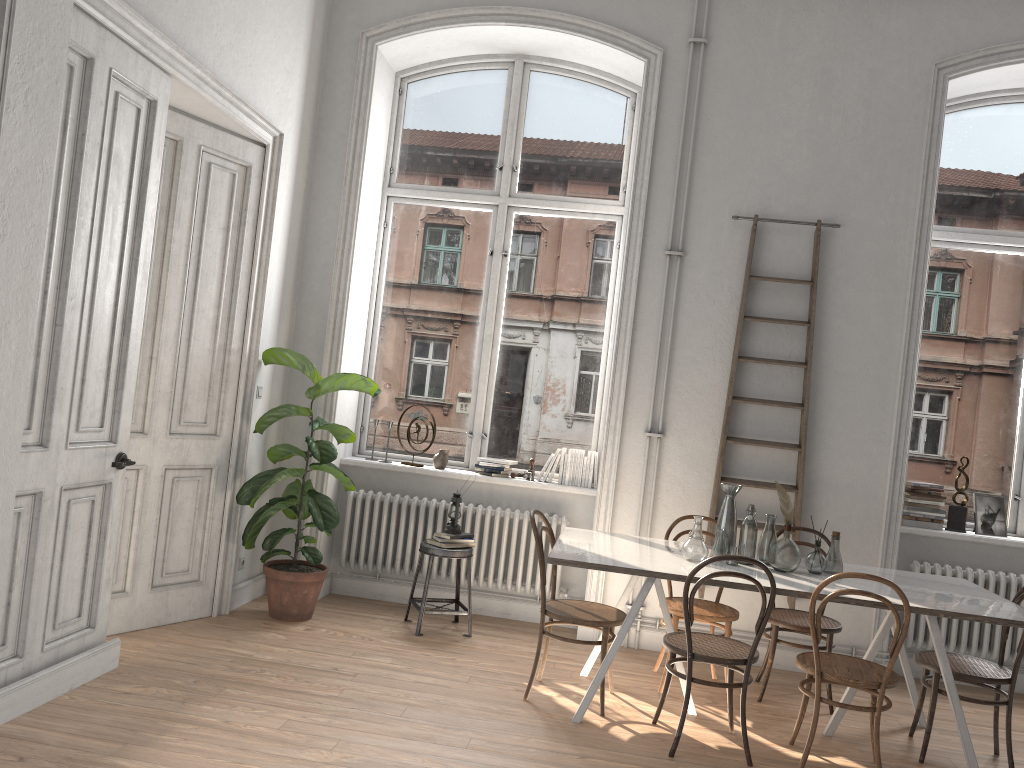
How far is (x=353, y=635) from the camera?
5.18m

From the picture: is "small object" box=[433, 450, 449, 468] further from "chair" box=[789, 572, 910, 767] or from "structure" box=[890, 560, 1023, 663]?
"structure" box=[890, 560, 1023, 663]

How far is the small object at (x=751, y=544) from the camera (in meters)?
4.45

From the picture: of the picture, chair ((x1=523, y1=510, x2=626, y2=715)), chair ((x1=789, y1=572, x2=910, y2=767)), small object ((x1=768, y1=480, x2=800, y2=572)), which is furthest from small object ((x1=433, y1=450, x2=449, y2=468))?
the picture

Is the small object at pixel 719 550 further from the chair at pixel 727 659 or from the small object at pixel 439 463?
the small object at pixel 439 463

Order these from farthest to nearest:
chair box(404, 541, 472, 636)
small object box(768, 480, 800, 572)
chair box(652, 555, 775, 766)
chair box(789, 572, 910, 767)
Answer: chair box(404, 541, 472, 636) → small object box(768, 480, 800, 572) → chair box(652, 555, 775, 766) → chair box(789, 572, 910, 767)

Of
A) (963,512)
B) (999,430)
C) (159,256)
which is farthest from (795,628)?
(159,256)

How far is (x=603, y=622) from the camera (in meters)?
4.31

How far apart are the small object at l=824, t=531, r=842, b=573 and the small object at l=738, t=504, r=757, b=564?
0.4m

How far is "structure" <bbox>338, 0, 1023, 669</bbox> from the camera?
5.8m
